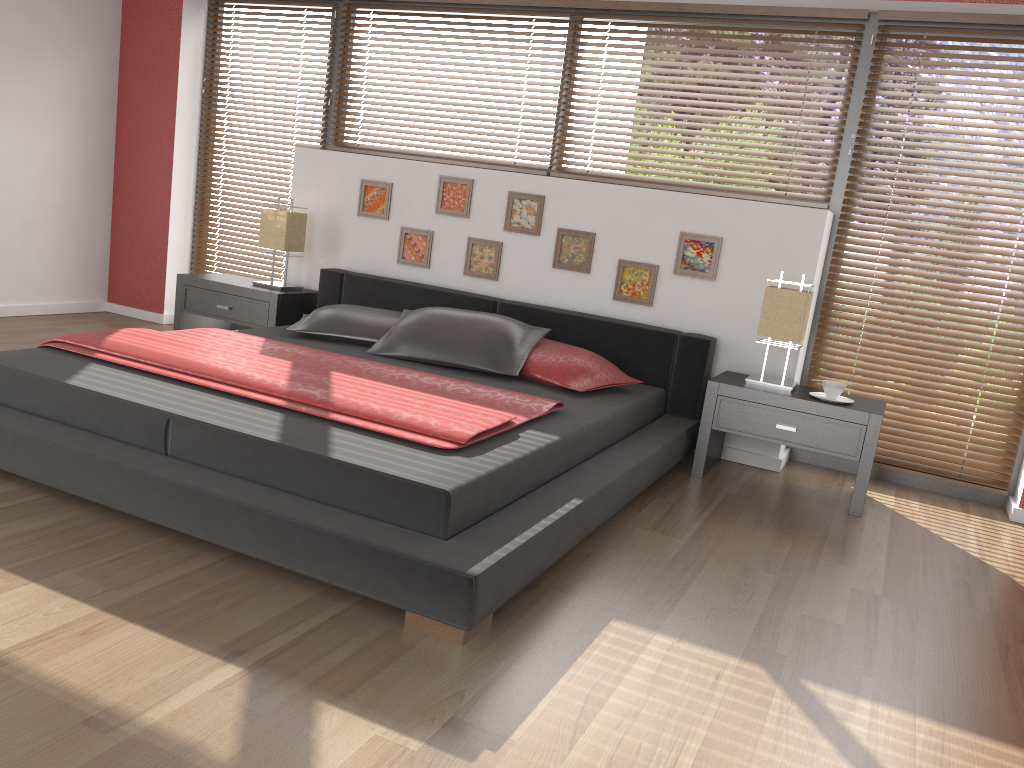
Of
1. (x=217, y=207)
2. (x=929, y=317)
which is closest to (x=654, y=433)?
(x=929, y=317)

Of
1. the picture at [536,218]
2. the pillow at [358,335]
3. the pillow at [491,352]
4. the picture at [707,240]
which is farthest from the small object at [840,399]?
the pillow at [358,335]

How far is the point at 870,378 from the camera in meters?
4.2 m

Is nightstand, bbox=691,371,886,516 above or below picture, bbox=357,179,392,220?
below

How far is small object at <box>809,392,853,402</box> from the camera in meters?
3.7 m

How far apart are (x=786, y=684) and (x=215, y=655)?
1.3 meters

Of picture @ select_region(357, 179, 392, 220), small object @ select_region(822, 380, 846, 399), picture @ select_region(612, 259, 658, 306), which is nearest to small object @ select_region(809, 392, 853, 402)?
small object @ select_region(822, 380, 846, 399)

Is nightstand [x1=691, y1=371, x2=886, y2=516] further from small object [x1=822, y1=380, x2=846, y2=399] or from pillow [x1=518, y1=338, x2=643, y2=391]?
pillow [x1=518, y1=338, x2=643, y2=391]

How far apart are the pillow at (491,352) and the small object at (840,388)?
1.2m

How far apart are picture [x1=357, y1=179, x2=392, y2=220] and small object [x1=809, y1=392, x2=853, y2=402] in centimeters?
245cm
